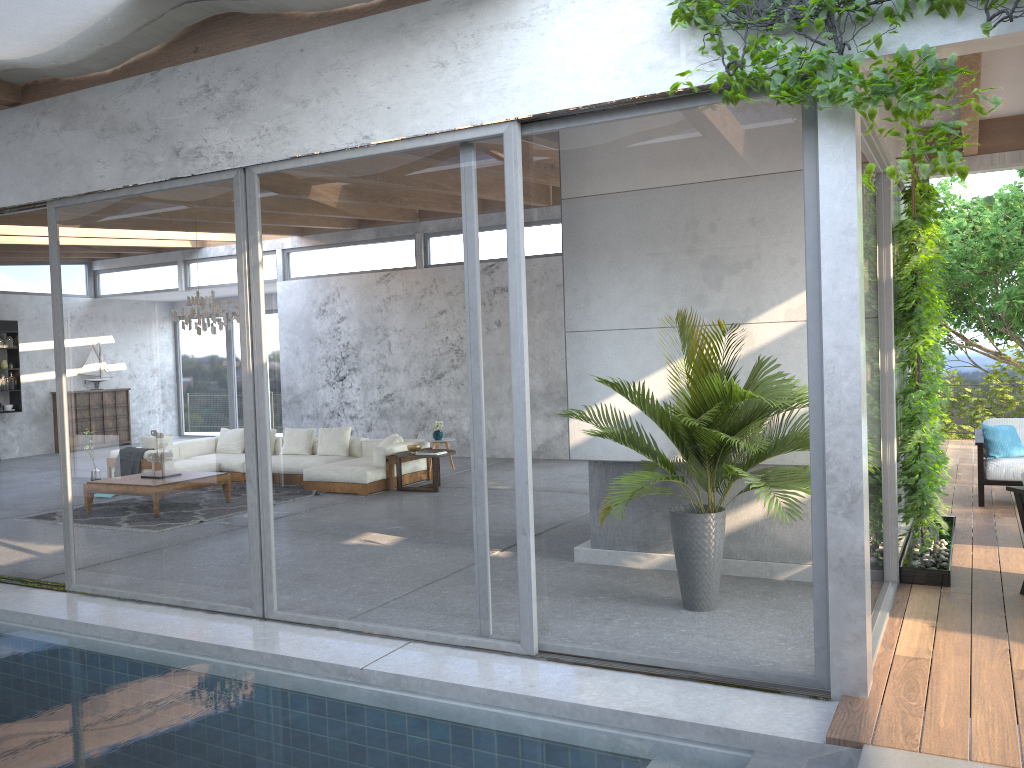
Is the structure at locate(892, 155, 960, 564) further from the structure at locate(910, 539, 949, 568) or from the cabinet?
the cabinet

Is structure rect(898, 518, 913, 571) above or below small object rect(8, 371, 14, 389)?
below

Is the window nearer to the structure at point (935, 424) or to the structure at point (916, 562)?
the structure at point (935, 424)

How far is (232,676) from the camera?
4.6 meters

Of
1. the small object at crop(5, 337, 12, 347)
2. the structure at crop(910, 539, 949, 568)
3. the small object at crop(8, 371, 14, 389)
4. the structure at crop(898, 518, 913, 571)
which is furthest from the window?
the small object at crop(8, 371, 14, 389)

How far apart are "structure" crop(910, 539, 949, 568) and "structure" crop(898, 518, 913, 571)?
0.2m

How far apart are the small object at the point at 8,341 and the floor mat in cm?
785

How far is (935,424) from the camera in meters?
5.5 m

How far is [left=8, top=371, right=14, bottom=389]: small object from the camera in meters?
16.0 m

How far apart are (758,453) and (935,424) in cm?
211
